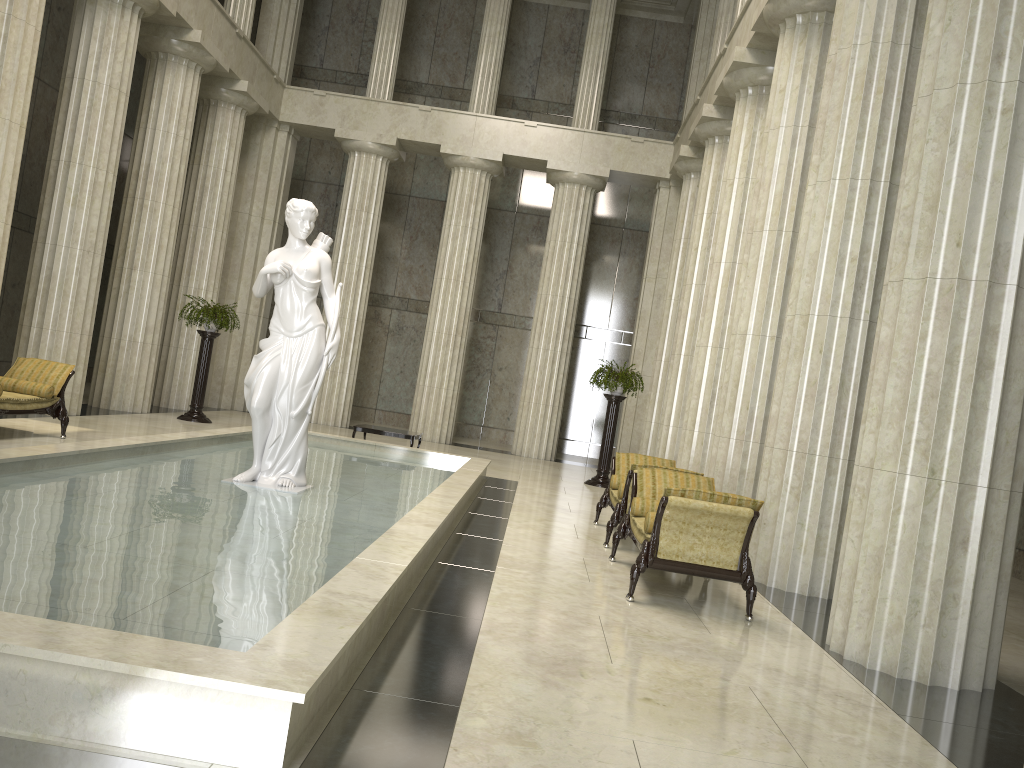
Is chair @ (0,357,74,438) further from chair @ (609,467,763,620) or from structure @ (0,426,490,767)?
chair @ (609,467,763,620)

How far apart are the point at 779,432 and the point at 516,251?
17.67m

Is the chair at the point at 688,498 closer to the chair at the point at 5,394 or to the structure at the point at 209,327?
the chair at the point at 5,394

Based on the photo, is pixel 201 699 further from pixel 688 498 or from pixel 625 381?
pixel 625 381

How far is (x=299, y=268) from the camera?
8.6m

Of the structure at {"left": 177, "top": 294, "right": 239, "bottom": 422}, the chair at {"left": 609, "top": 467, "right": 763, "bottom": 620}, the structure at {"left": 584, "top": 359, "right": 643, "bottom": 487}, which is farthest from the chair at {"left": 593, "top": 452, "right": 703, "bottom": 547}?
the structure at {"left": 177, "top": 294, "right": 239, "bottom": 422}

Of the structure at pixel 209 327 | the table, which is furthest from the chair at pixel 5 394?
the structure at pixel 209 327

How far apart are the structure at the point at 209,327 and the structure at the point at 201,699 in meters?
3.5

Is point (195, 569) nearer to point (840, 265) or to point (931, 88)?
point (931, 88)

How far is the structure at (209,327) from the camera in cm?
1665
